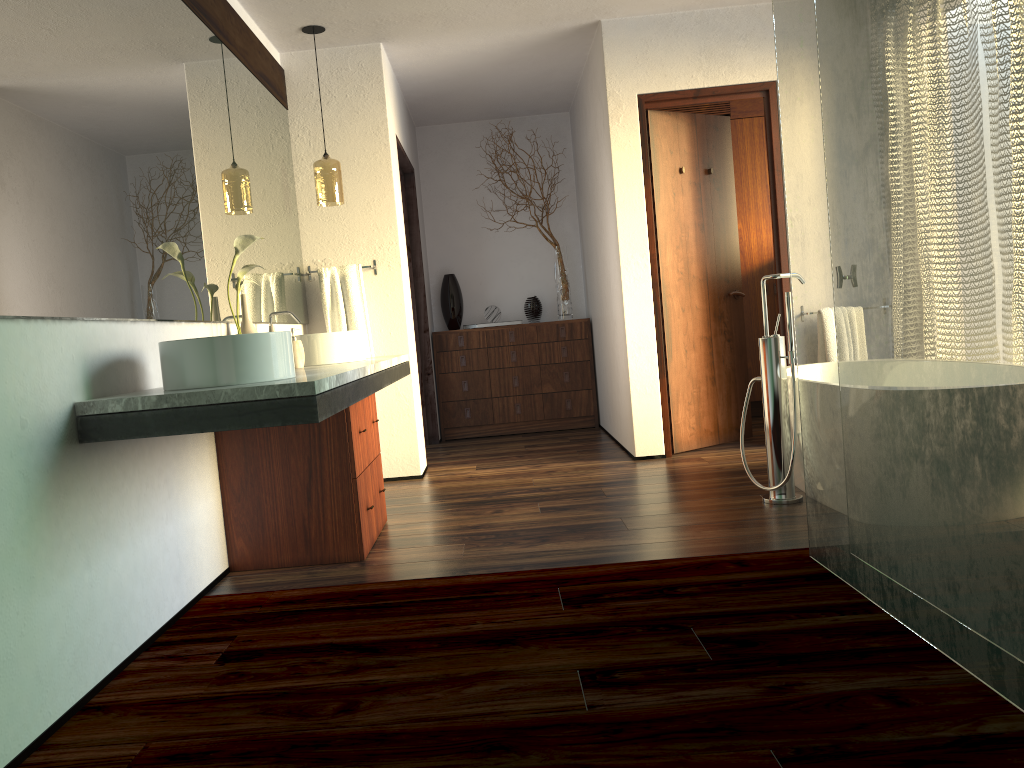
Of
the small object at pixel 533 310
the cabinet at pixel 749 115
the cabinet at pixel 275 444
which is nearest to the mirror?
the cabinet at pixel 275 444

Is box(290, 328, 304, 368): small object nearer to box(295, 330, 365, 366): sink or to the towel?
box(295, 330, 365, 366): sink

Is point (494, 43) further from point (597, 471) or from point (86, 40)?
point (86, 40)

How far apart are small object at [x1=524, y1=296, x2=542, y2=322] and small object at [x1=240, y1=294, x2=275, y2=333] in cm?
340

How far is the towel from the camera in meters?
4.6 m

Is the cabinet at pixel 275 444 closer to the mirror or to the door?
the mirror

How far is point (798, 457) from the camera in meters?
3.6 m

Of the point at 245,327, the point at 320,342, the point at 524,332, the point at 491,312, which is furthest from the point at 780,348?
the point at 491,312

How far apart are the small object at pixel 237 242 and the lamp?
1.15m

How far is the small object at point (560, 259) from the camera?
6.4m
